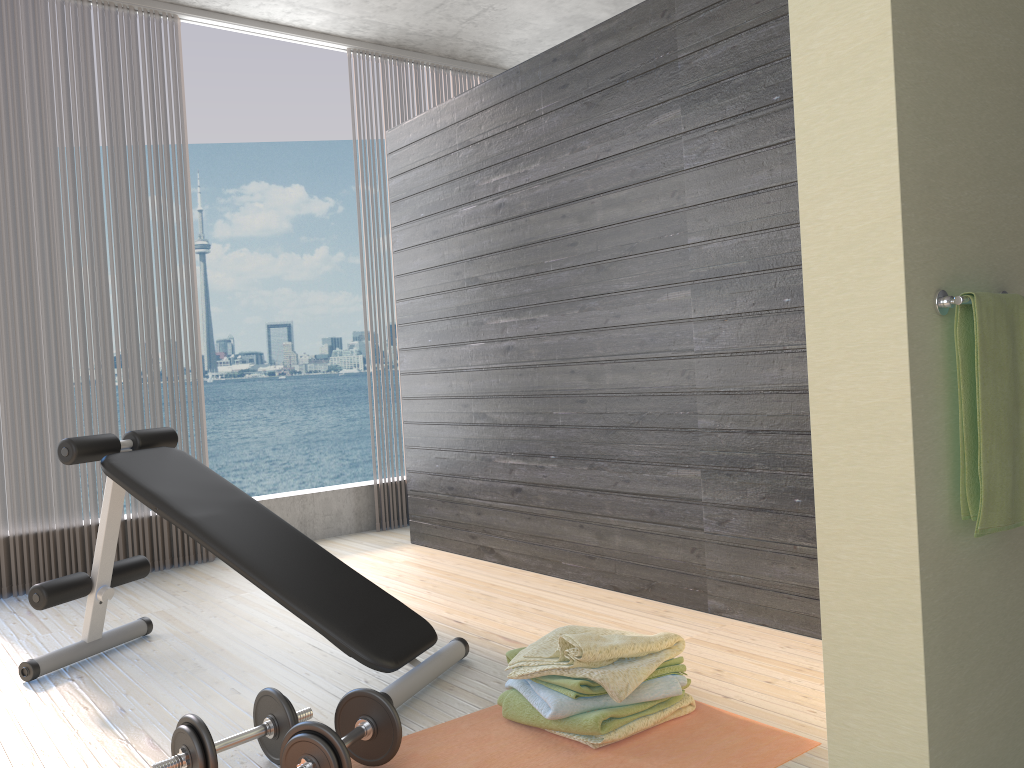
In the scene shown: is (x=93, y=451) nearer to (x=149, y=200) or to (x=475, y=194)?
(x=475, y=194)

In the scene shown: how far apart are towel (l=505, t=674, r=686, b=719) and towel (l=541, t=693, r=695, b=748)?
0.0 meters

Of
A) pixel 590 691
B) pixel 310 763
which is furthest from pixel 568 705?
pixel 310 763

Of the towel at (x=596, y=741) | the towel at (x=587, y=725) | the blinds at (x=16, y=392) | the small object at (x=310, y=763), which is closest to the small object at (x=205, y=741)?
the small object at (x=310, y=763)

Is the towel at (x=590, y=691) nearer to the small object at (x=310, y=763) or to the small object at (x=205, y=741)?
the small object at (x=310, y=763)

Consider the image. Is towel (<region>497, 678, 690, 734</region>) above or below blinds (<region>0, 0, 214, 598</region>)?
below

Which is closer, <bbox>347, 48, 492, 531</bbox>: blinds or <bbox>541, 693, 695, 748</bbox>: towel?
<bbox>541, 693, 695, 748</bbox>: towel

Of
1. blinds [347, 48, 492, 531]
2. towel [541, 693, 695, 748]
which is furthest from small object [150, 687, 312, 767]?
blinds [347, 48, 492, 531]

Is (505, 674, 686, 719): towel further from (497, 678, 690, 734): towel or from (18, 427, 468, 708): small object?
(18, 427, 468, 708): small object

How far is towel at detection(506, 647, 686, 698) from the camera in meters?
2.0
